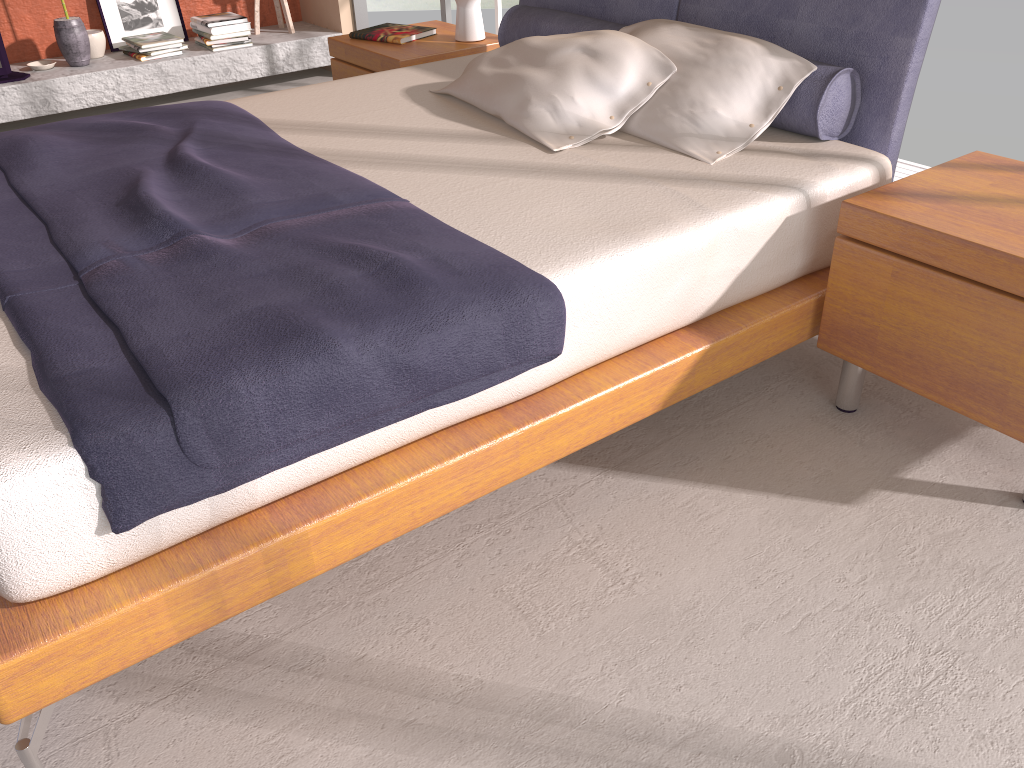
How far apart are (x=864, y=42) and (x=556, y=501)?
1.48m

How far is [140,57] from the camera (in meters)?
4.95

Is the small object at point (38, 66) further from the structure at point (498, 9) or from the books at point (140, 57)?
the structure at point (498, 9)

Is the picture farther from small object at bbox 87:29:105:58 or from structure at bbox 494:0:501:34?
structure at bbox 494:0:501:34

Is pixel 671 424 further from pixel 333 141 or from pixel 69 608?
pixel 69 608

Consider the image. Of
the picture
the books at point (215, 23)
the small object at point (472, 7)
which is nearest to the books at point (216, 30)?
the books at point (215, 23)

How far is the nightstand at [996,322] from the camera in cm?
183

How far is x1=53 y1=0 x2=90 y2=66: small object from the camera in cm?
475

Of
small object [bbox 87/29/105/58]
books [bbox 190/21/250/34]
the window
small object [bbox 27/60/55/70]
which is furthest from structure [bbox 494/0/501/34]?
small object [bbox 27/60/55/70]

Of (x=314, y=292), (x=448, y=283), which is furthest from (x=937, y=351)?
(x=314, y=292)
